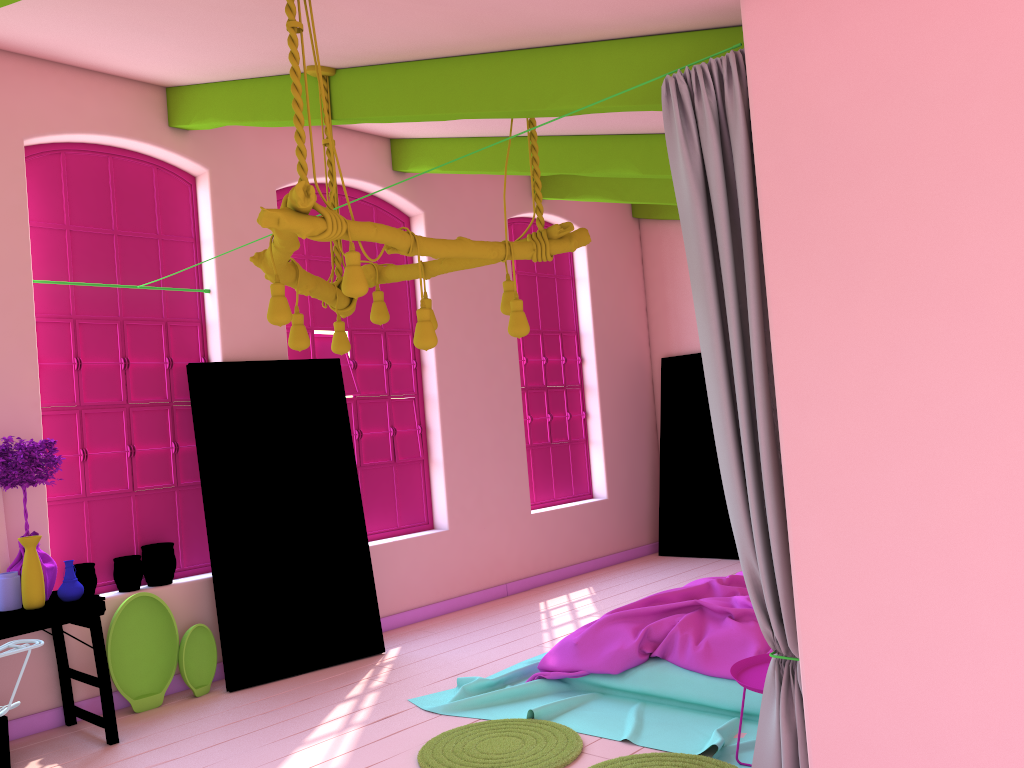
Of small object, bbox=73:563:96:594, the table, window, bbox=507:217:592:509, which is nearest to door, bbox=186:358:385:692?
small object, bbox=73:563:96:594

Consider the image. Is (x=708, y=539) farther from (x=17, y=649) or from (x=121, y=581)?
(x=17, y=649)

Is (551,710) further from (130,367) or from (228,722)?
(130,367)

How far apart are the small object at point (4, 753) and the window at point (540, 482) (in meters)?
5.19

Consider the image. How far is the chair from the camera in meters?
3.9

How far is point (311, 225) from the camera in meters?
3.2

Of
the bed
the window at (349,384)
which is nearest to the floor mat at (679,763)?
the bed

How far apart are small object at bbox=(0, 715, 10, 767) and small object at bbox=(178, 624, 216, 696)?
1.1 meters

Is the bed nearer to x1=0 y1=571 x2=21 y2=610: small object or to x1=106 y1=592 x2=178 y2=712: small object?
x1=106 y1=592 x2=178 y2=712: small object

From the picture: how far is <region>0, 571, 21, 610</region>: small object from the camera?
4.8 meters
